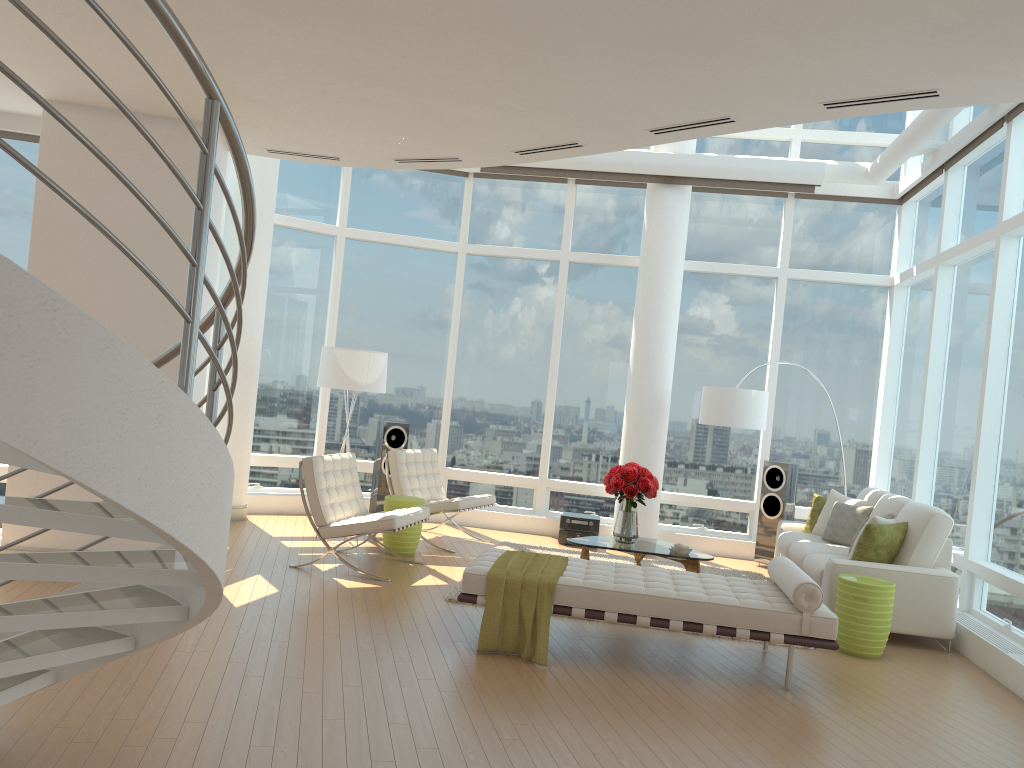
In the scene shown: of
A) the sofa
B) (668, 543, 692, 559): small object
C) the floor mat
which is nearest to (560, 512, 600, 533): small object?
the floor mat

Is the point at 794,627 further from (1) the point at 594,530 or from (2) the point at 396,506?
(1) the point at 594,530

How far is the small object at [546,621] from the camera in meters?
5.4

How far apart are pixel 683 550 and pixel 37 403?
6.2m

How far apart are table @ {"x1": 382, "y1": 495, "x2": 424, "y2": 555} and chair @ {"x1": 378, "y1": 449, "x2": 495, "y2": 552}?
0.49m

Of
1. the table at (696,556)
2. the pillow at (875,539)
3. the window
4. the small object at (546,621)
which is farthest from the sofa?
the small object at (546,621)

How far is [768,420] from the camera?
10.3m

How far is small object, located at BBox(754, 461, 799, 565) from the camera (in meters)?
9.52

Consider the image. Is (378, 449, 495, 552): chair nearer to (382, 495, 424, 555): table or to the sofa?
(382, 495, 424, 555): table

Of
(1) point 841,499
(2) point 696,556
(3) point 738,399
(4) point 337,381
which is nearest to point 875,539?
(2) point 696,556
